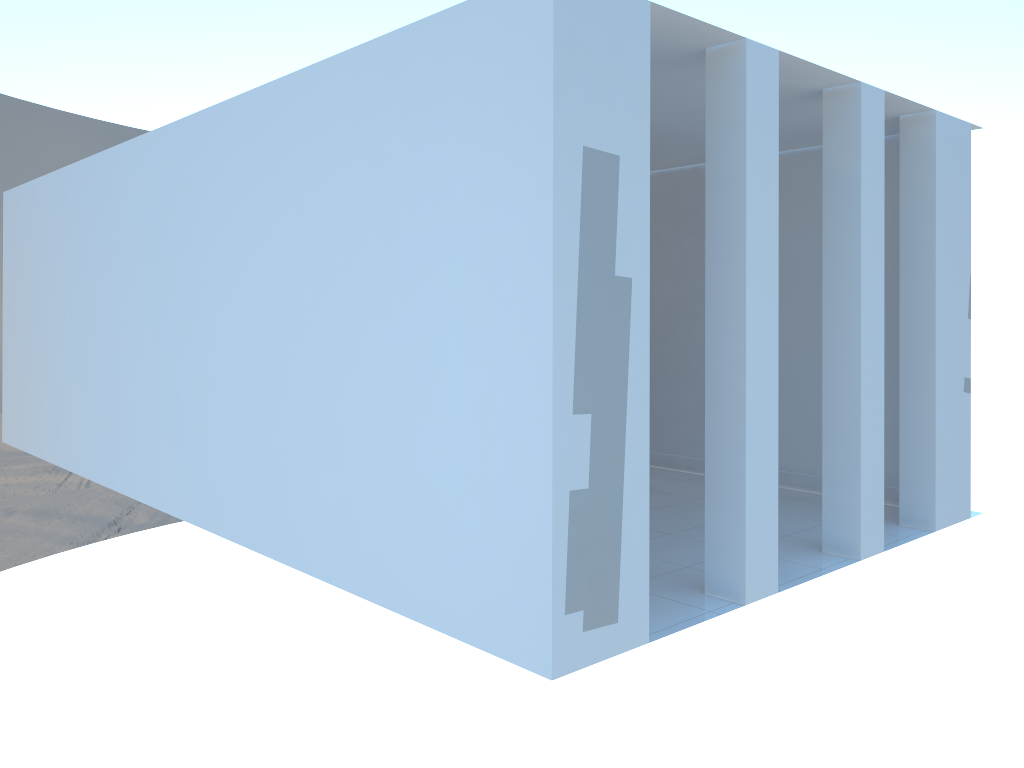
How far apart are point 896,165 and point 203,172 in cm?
443
